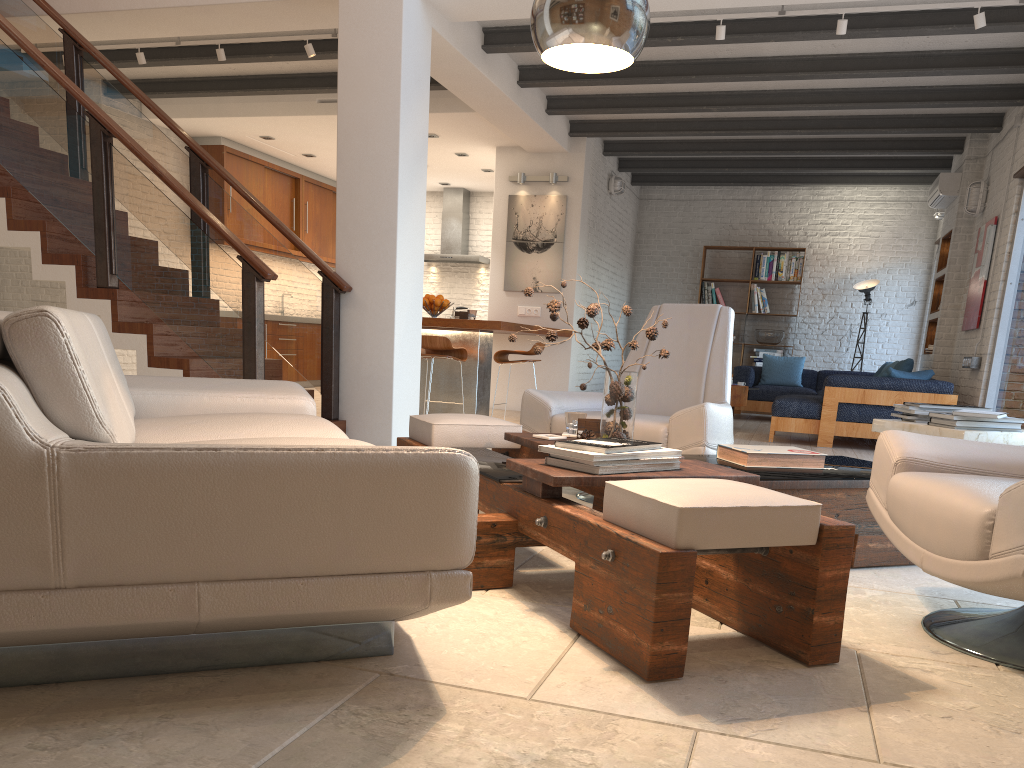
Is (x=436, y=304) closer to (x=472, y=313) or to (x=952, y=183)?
(x=472, y=313)

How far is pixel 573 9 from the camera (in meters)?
2.37

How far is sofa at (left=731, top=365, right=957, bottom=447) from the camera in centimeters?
757cm

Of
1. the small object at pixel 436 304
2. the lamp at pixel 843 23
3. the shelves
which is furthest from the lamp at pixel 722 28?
the shelves

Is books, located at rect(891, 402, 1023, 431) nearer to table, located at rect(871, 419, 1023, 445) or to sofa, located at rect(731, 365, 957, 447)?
table, located at rect(871, 419, 1023, 445)

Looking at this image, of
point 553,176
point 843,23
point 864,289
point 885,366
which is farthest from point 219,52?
point 864,289

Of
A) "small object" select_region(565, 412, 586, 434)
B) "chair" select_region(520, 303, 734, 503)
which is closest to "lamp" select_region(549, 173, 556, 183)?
"chair" select_region(520, 303, 734, 503)

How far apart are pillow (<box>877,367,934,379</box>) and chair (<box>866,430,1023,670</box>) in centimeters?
533cm

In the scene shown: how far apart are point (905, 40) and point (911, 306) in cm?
583

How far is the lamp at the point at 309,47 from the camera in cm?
696
